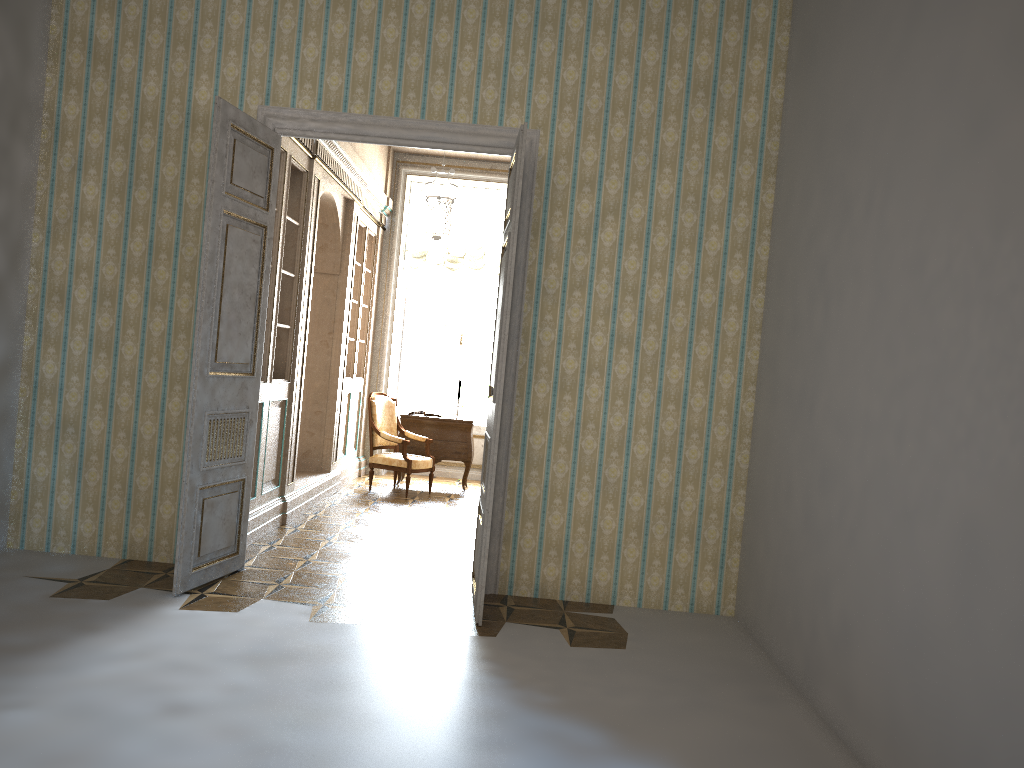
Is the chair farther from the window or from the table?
the window

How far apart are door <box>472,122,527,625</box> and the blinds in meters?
5.4 m

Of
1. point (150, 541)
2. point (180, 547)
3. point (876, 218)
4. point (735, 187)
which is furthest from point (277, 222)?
point (876, 218)

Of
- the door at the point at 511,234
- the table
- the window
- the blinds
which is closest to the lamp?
the blinds

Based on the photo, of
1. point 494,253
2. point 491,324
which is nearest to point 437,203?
point 494,253

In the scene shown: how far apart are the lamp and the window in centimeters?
177cm

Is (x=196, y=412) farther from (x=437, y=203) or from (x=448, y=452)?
(x=448, y=452)

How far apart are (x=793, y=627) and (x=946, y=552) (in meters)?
1.55

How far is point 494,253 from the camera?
10.7m

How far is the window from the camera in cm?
1110
